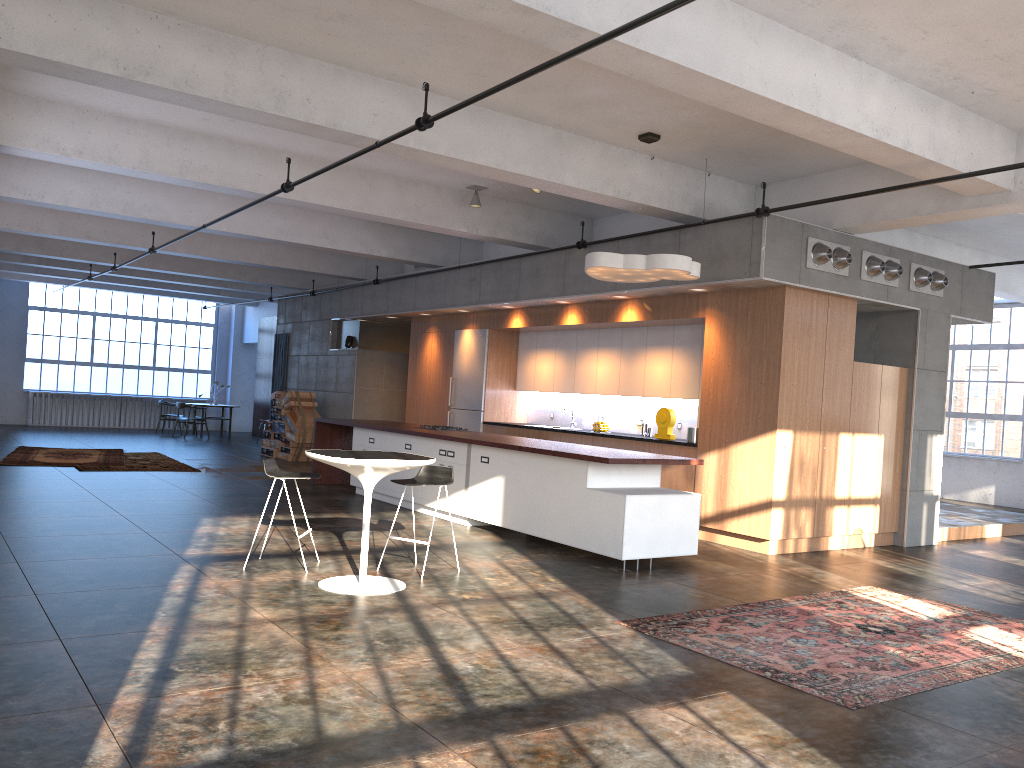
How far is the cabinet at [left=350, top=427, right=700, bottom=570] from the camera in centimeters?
755cm

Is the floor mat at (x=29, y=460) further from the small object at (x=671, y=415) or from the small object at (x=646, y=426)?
the small object at (x=671, y=415)

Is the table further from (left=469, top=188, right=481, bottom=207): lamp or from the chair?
(left=469, top=188, right=481, bottom=207): lamp

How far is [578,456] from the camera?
7.8m

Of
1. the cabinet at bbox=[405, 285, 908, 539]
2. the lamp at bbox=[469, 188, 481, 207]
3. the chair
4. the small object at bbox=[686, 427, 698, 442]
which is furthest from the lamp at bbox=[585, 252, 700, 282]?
the lamp at bbox=[469, 188, 481, 207]

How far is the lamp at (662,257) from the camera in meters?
7.9

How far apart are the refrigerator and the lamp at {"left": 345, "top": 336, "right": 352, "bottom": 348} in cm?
331

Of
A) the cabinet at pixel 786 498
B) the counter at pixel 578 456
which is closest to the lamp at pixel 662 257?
the cabinet at pixel 786 498

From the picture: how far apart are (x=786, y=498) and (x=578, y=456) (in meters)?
2.46

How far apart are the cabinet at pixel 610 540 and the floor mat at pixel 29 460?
4.6 meters
